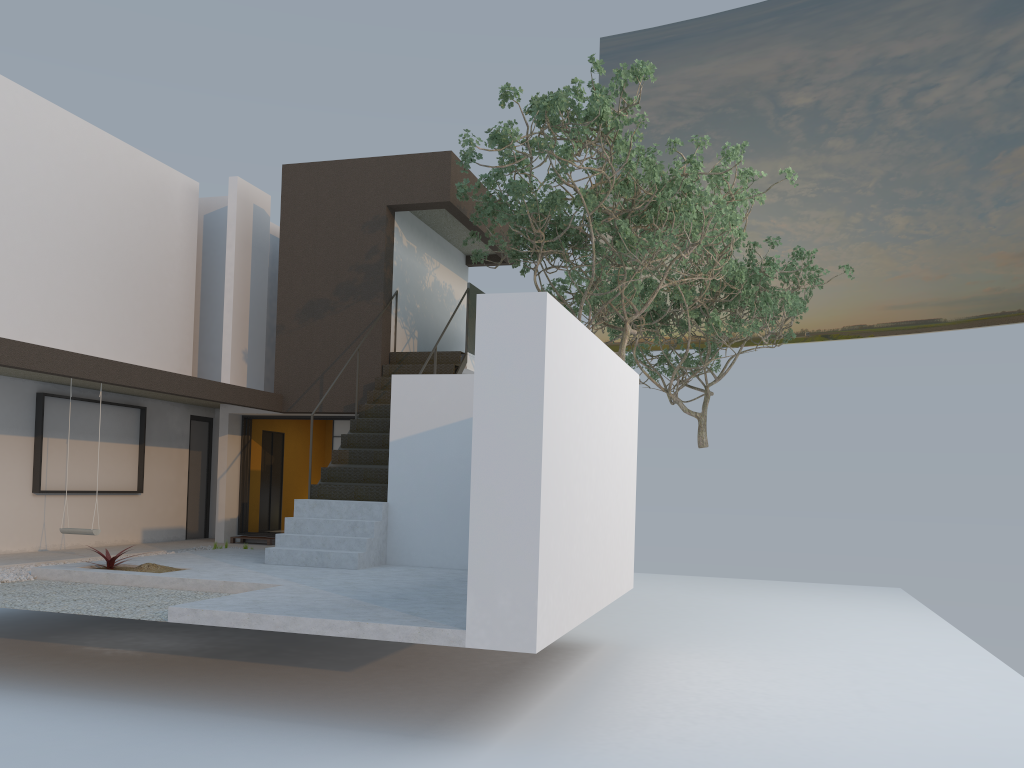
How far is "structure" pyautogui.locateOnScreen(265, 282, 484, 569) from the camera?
9.8m

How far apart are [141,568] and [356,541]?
2.2m

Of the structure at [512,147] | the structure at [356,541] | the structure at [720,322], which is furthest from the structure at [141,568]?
the structure at [720,322]

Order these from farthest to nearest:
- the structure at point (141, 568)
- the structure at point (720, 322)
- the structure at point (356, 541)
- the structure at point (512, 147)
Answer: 1. the structure at point (720, 322)
2. the structure at point (356, 541)
3. the structure at point (512, 147)
4. the structure at point (141, 568)

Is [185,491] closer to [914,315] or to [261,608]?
[261,608]

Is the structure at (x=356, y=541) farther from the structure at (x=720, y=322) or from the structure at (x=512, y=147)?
the structure at (x=720, y=322)

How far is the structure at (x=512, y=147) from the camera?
9.6m

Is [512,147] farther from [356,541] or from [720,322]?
[720,322]

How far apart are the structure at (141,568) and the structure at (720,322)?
10.0 meters

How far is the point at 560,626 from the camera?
6.2m
